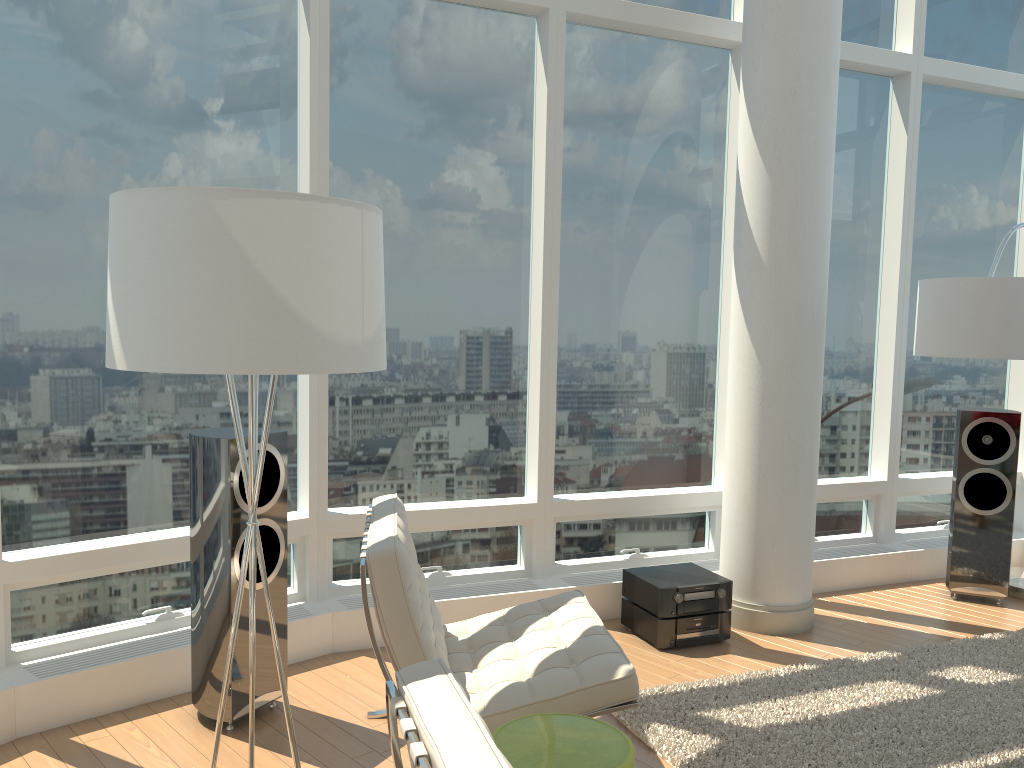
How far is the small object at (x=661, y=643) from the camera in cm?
442

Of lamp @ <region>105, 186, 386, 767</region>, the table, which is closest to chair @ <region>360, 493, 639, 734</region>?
the table

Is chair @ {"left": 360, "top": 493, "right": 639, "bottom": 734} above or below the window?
below

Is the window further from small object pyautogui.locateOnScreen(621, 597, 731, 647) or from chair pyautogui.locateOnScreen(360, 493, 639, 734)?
chair pyautogui.locateOnScreen(360, 493, 639, 734)

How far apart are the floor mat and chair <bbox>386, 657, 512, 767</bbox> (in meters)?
1.77

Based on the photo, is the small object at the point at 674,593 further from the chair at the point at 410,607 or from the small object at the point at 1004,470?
the small object at the point at 1004,470

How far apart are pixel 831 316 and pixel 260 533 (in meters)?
3.96

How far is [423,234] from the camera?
4.69m

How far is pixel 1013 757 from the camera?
3.33m

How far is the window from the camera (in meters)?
3.72
